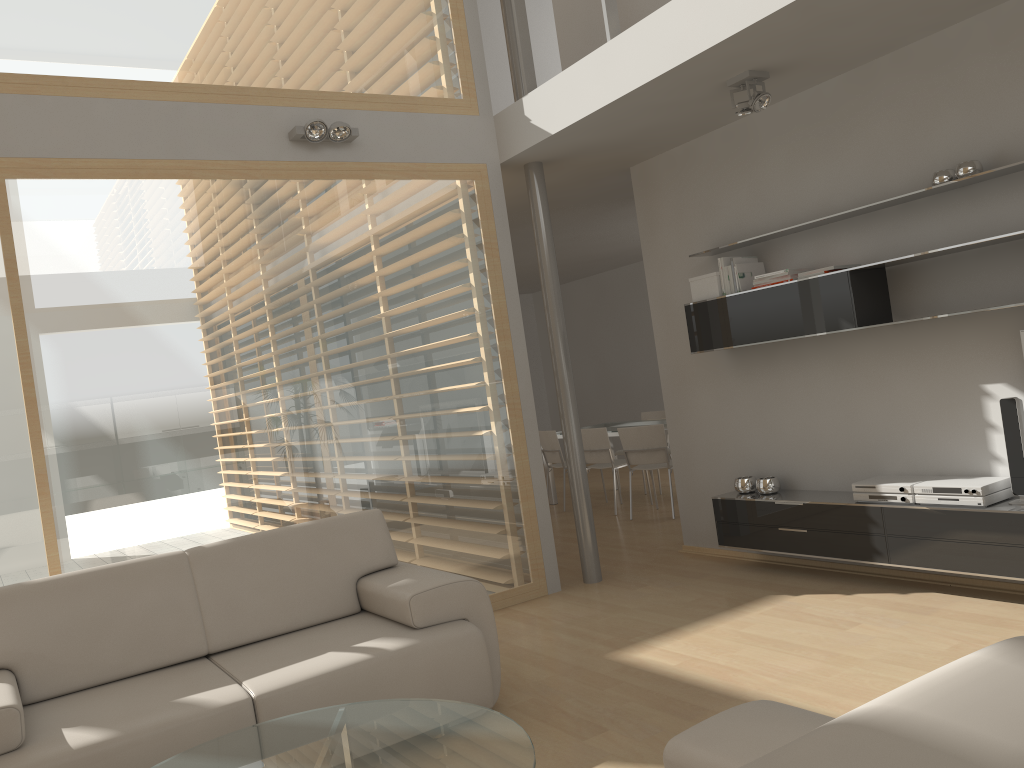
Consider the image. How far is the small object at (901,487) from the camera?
4.38m

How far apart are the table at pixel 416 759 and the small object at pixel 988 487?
2.6 meters

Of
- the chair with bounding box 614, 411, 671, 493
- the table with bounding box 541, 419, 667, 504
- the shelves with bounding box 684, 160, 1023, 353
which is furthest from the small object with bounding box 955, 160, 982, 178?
the chair with bounding box 614, 411, 671, 493

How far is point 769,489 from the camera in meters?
5.2 m

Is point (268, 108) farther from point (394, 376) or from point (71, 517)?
point (71, 517)

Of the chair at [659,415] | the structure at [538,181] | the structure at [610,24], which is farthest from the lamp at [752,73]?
the chair at [659,415]

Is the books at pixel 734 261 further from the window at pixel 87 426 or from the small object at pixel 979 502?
the small object at pixel 979 502

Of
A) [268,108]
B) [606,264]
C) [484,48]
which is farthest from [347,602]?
[606,264]

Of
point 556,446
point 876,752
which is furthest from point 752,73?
point 556,446

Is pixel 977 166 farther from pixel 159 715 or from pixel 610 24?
pixel 159 715
